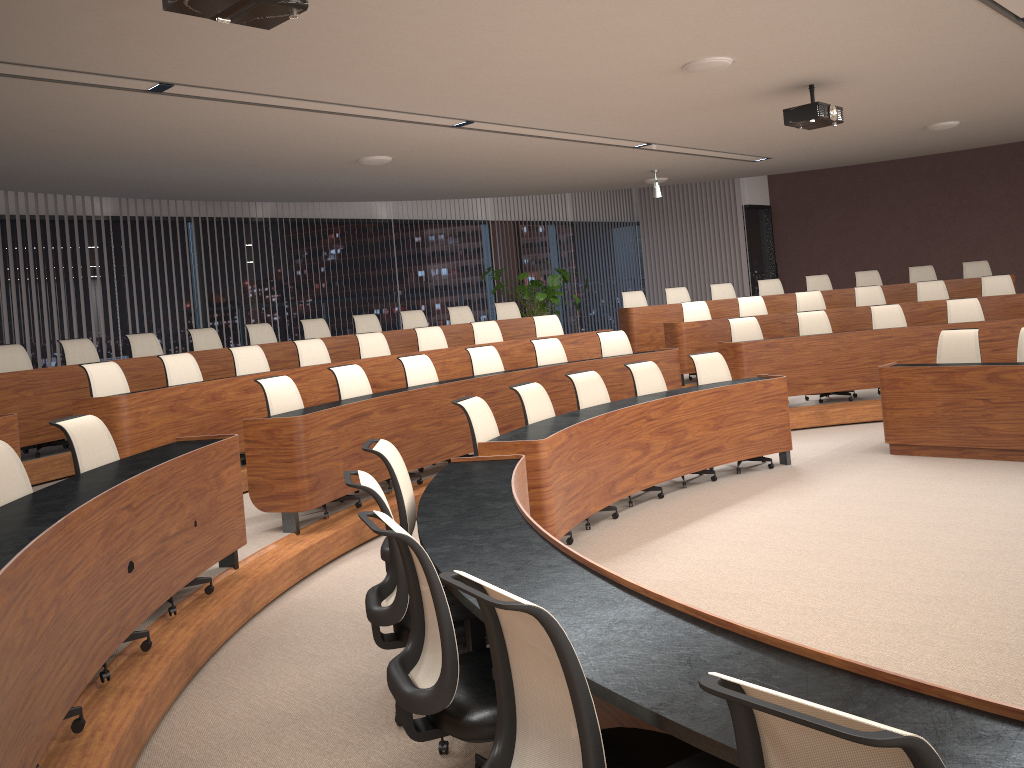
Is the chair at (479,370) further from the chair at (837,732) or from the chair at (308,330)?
the chair at (837,732)

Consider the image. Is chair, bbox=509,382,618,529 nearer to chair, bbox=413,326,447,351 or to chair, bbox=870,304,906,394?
chair, bbox=413,326,447,351

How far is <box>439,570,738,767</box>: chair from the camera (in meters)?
1.78

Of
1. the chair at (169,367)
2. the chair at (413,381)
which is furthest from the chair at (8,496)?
the chair at (413,381)

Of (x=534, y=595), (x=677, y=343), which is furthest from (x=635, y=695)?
(x=677, y=343)

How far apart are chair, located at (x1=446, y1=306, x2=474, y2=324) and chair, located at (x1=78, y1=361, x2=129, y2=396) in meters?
5.1

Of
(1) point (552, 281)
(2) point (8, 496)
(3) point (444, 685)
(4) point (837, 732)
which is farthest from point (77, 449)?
(1) point (552, 281)

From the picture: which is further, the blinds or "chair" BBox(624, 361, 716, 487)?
the blinds

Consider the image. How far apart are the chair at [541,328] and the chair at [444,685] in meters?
7.4

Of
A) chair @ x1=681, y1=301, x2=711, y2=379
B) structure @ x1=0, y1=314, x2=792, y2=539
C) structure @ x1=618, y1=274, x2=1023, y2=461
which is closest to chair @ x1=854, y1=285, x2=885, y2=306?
structure @ x1=618, y1=274, x2=1023, y2=461
